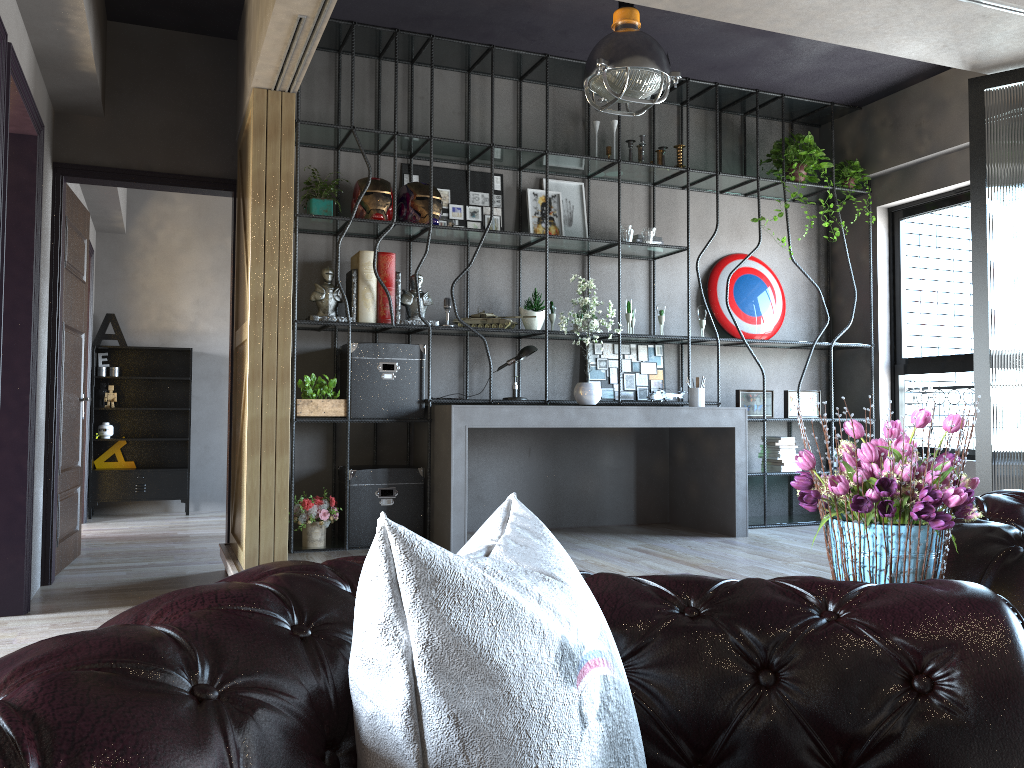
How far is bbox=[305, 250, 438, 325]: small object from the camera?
5.6m

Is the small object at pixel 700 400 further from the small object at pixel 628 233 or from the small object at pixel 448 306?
the small object at pixel 448 306

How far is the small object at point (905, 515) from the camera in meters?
1.6

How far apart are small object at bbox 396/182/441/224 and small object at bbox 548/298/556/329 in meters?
1.1

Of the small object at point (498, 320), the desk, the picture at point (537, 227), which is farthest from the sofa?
the picture at point (537, 227)

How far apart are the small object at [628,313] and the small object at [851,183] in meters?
2.1

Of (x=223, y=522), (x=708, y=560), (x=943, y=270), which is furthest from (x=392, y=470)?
(x=943, y=270)

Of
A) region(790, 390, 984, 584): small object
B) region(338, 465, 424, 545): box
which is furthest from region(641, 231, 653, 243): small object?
region(790, 390, 984, 584): small object

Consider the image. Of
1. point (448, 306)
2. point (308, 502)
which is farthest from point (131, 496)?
point (448, 306)

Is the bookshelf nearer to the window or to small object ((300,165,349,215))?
small object ((300,165,349,215))
